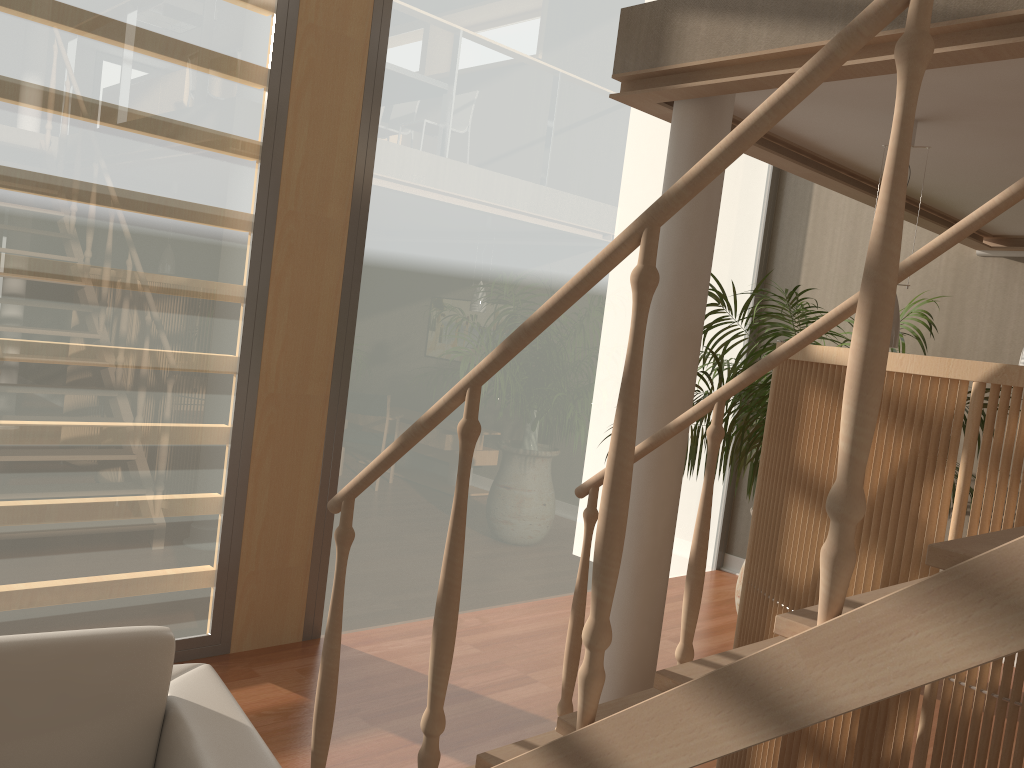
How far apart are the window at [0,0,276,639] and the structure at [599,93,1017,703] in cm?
176

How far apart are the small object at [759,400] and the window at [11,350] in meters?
2.3

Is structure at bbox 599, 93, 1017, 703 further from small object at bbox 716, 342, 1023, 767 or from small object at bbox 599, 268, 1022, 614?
small object at bbox 599, 268, 1022, 614

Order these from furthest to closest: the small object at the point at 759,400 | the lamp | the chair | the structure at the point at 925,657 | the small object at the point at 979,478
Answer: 1. the small object at the point at 759,400
2. the lamp
3. the small object at the point at 979,478
4. the chair
5. the structure at the point at 925,657

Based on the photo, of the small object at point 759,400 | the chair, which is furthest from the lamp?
the chair

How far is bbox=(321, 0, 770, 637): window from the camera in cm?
426

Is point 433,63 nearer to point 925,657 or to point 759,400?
point 759,400

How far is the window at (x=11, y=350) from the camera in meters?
3.2 m

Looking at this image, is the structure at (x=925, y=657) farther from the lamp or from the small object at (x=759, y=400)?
the small object at (x=759, y=400)

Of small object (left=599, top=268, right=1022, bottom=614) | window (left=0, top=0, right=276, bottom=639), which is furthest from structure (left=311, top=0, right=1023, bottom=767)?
small object (left=599, top=268, right=1022, bottom=614)
